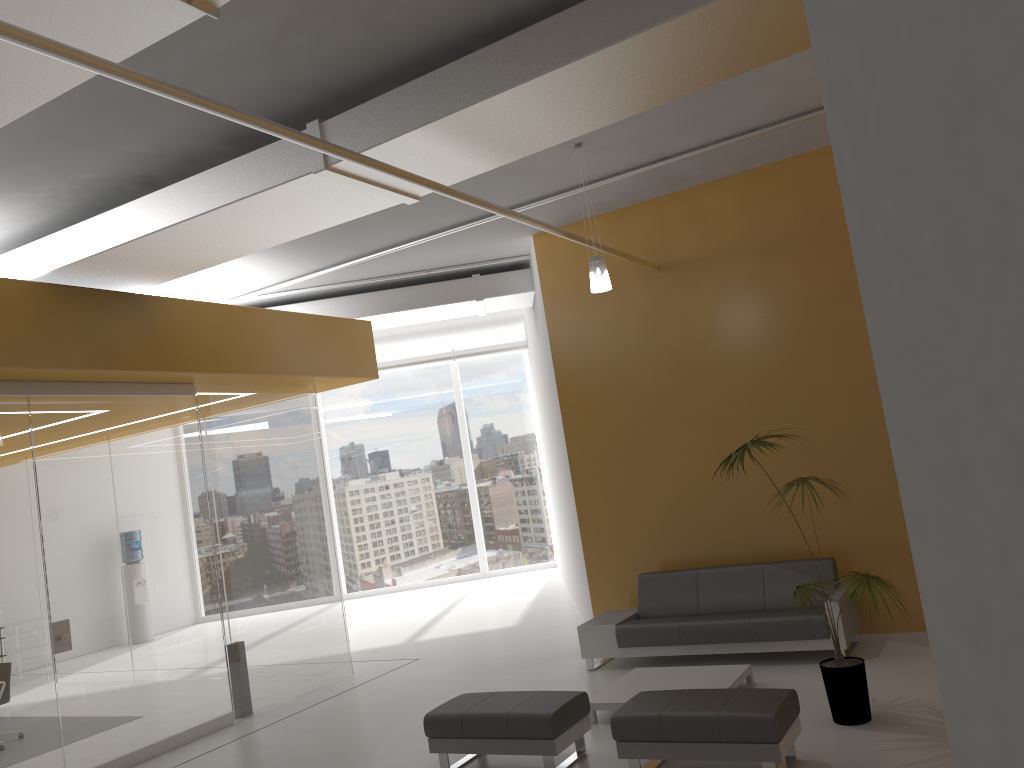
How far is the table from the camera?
6.64m

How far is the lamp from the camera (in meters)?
7.07

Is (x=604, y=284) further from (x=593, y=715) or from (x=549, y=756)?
(x=549, y=756)

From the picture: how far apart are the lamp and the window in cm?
1058

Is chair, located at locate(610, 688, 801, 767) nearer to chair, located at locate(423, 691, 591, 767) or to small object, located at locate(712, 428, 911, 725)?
chair, located at locate(423, 691, 591, 767)

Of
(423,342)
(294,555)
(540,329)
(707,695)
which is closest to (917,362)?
(707,695)

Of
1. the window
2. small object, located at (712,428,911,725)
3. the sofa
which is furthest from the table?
the window

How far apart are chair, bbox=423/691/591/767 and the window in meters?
11.1 m

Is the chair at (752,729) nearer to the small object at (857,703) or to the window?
the small object at (857,703)

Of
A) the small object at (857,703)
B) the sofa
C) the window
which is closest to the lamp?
the small object at (857,703)
